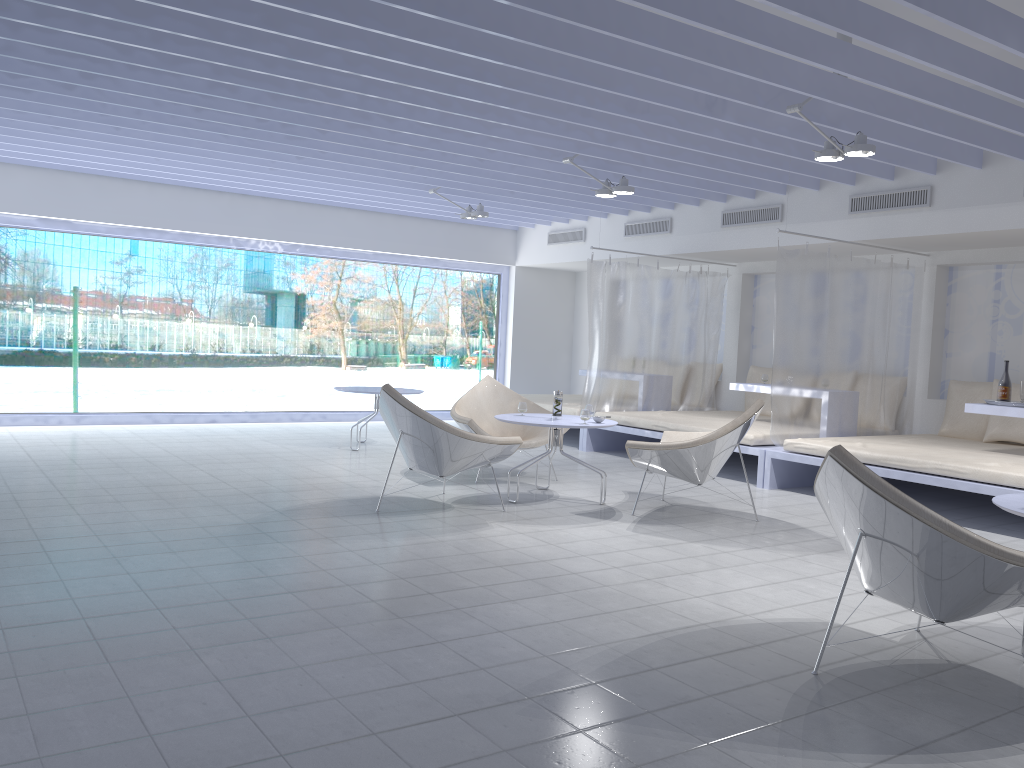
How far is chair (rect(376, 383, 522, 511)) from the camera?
5.1 meters

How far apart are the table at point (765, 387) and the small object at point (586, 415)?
2.78m

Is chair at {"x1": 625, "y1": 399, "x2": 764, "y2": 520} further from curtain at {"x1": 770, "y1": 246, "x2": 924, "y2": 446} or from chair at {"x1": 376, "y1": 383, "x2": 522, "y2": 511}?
curtain at {"x1": 770, "y1": 246, "x2": 924, "y2": 446}

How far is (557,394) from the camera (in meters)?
5.91

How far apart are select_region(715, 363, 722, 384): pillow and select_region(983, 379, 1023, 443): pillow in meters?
3.1

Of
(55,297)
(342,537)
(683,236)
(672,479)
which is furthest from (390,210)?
(342,537)

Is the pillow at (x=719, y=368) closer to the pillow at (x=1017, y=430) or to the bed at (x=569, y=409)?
the bed at (x=569, y=409)

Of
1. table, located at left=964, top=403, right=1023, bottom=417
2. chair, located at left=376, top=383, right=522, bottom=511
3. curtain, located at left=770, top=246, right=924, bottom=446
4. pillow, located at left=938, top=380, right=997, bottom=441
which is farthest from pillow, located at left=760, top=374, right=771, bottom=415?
chair, located at left=376, top=383, right=522, bottom=511

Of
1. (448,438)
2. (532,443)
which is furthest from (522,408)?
(448,438)

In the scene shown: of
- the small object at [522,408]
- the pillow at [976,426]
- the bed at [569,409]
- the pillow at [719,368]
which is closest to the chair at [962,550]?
the small object at [522,408]
